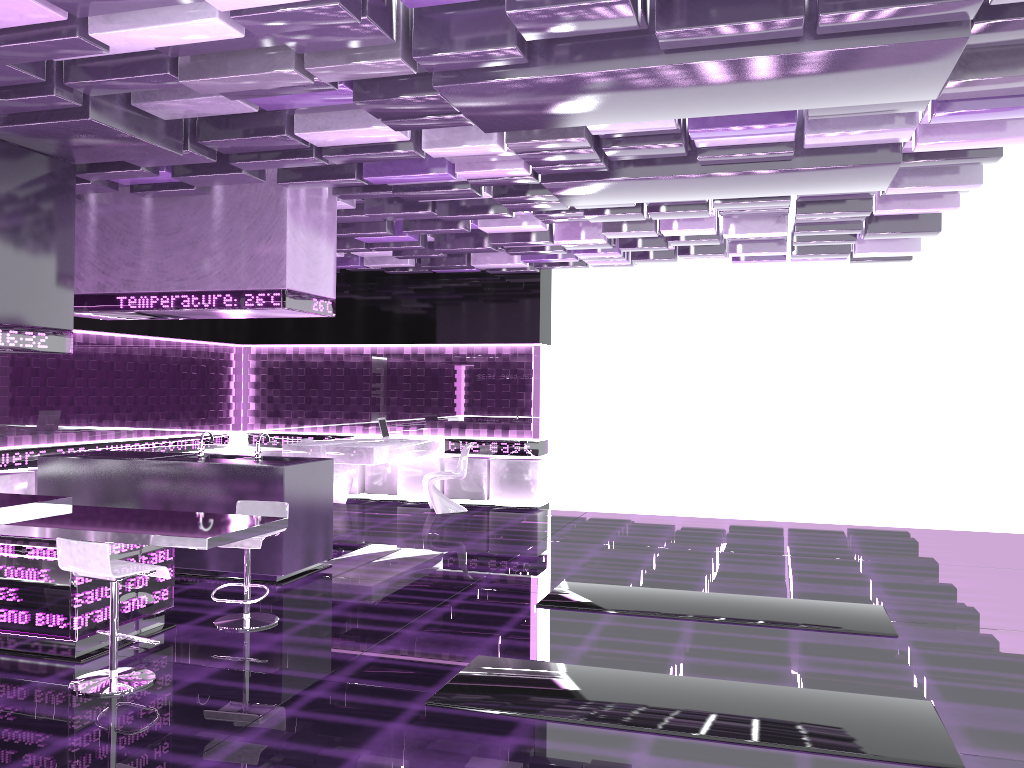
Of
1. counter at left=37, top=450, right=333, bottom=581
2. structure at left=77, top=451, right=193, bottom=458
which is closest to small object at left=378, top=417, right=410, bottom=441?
counter at left=37, top=450, right=333, bottom=581

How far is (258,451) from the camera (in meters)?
7.18

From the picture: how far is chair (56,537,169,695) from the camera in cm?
429

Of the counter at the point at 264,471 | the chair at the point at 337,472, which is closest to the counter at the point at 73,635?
the counter at the point at 264,471

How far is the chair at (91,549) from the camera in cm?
429

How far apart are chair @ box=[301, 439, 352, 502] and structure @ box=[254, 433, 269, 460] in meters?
4.3

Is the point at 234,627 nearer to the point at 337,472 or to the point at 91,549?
the point at 91,549

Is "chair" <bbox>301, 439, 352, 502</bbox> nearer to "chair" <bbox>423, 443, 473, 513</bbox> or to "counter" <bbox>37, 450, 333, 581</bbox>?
"chair" <bbox>423, 443, 473, 513</bbox>

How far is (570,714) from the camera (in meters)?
4.10

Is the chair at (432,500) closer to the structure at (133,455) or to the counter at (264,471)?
the counter at (264,471)
